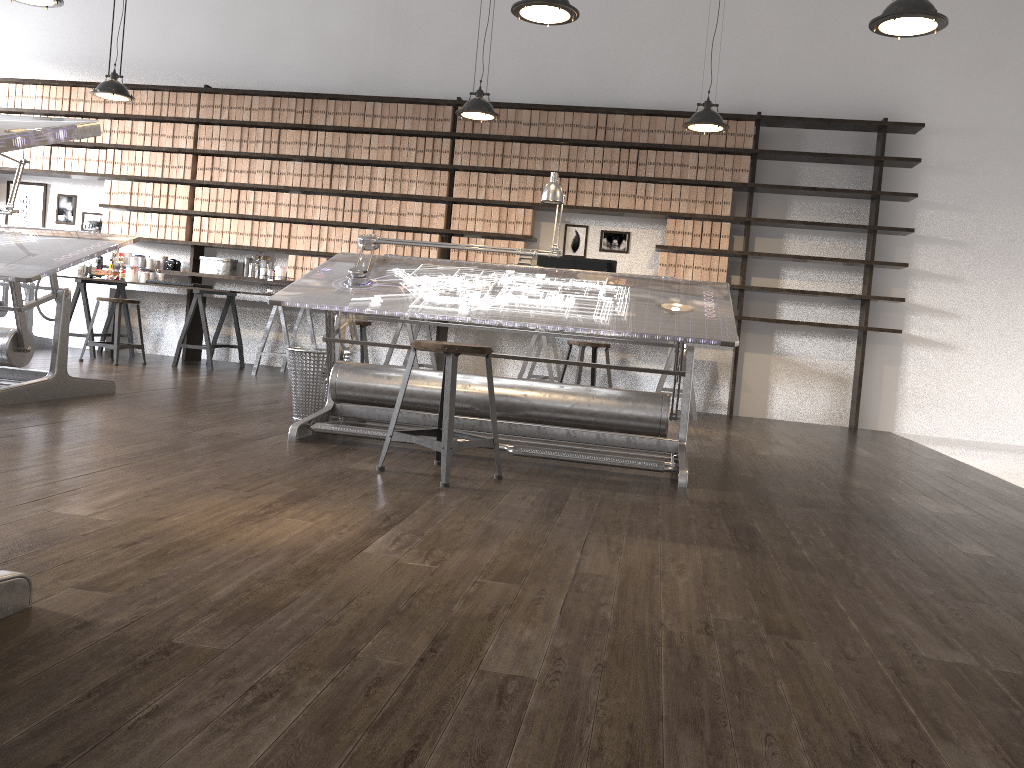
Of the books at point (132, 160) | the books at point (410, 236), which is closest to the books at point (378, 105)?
the books at point (410, 236)

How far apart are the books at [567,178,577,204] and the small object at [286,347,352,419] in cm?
323

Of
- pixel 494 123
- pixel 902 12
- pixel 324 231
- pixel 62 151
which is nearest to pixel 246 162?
pixel 324 231

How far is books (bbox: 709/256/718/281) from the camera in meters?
7.1 m

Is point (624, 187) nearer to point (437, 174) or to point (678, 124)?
point (678, 124)

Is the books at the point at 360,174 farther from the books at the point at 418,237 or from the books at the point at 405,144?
the books at the point at 418,237

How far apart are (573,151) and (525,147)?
0.40m

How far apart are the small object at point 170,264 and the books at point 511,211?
3.1m

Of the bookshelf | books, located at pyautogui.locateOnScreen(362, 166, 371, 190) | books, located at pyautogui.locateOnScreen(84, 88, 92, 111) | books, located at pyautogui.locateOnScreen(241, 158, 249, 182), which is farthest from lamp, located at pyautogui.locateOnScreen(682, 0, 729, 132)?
books, located at pyautogui.locateOnScreen(84, 88, 92, 111)

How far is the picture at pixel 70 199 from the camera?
8.29m
